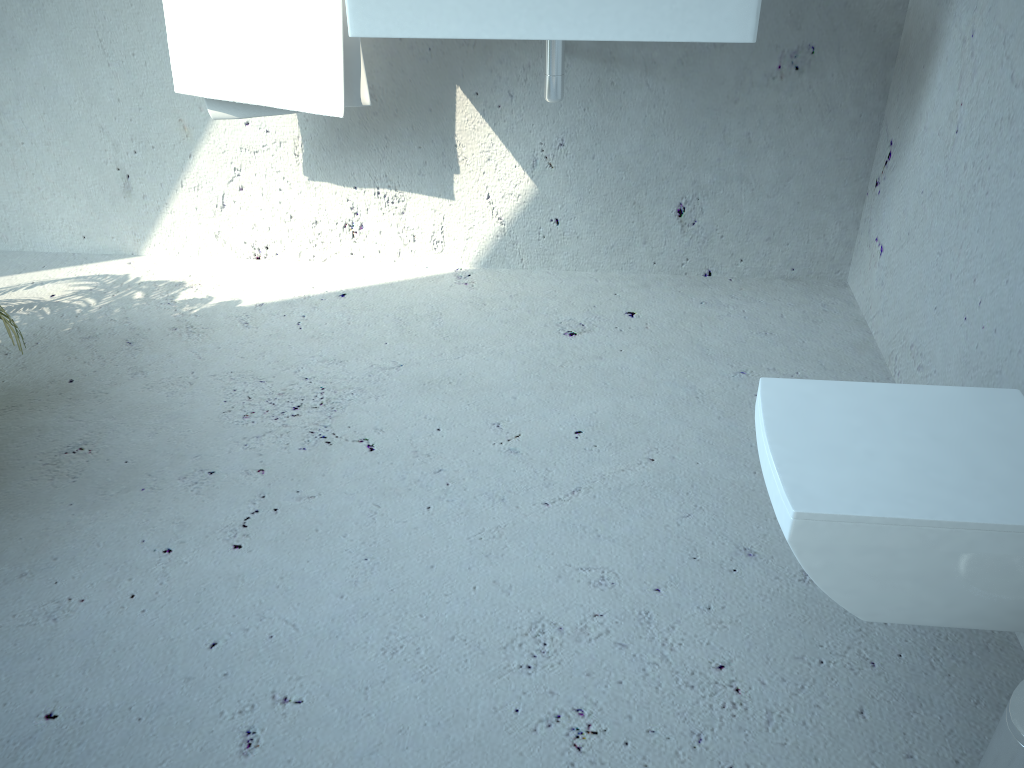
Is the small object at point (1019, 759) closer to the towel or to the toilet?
the toilet

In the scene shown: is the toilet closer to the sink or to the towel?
the sink

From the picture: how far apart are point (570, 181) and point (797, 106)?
0.6m

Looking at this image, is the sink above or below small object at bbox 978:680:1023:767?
above

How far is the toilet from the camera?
1.0m

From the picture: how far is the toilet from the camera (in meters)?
1.01

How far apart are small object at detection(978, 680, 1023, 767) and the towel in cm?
171

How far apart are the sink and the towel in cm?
21

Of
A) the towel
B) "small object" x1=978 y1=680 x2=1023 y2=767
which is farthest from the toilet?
the towel

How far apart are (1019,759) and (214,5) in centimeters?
200cm
